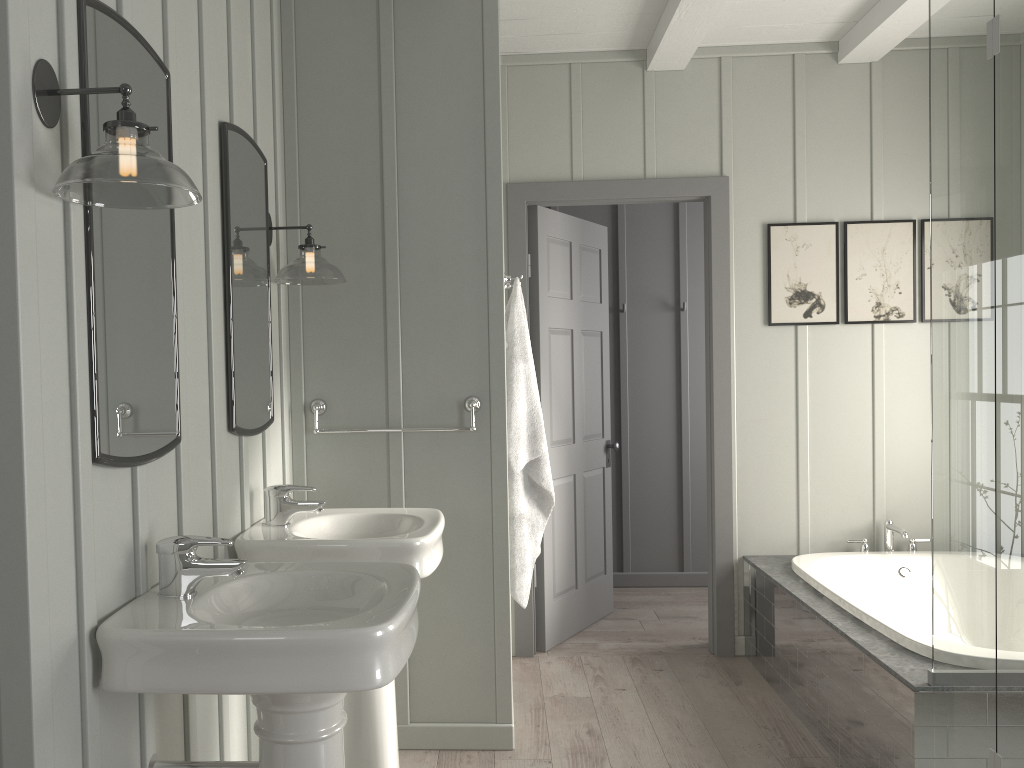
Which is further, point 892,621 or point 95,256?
point 892,621

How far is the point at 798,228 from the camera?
4.1m

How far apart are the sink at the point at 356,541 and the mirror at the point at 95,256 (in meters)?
0.48

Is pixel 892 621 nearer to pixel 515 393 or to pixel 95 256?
pixel 515 393

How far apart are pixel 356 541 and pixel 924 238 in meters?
3.1

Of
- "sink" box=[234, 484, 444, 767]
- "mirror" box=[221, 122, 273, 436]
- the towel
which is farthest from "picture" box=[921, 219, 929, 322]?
"mirror" box=[221, 122, 273, 436]

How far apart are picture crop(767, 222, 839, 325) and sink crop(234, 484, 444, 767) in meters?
2.1

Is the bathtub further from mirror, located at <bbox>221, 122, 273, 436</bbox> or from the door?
mirror, located at <bbox>221, 122, 273, 436</bbox>

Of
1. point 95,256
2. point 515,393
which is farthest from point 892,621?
point 95,256

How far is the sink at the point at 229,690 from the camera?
1.48m
